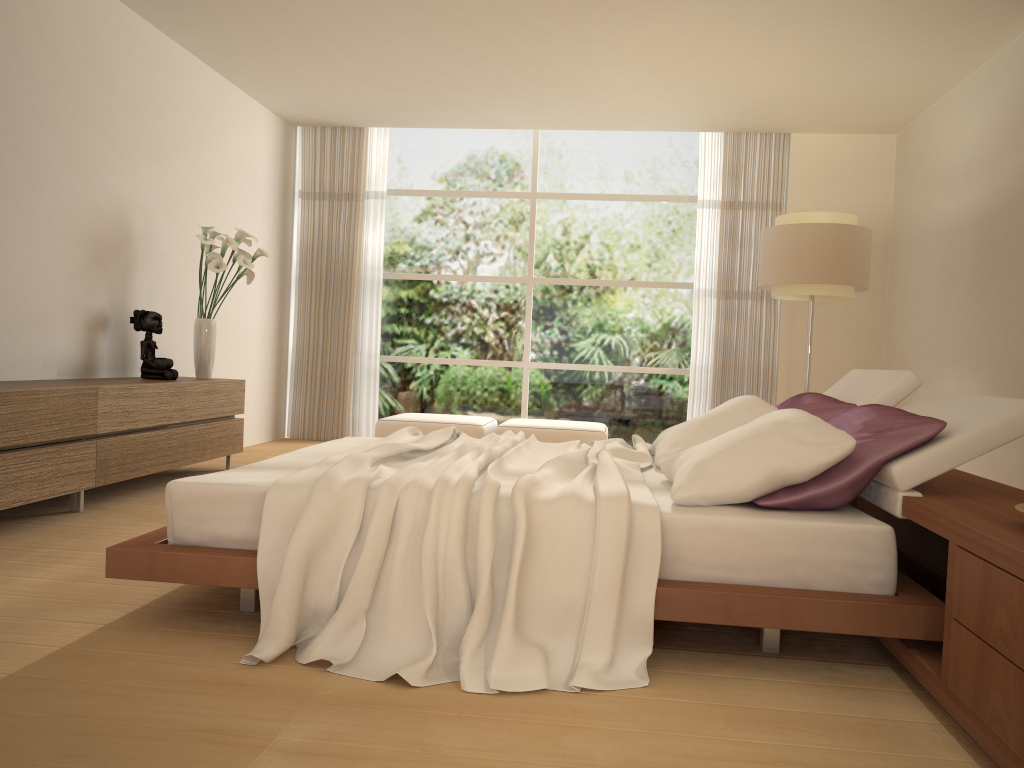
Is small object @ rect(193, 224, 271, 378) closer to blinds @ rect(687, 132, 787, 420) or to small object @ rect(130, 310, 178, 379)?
small object @ rect(130, 310, 178, 379)

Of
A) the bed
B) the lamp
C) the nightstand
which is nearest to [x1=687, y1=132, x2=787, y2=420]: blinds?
the lamp

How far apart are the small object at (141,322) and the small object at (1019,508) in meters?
5.0 m

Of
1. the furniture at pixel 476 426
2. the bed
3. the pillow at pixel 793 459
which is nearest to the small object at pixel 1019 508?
the bed

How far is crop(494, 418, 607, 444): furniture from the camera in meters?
7.4 m

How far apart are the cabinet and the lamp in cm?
383

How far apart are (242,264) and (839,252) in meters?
4.1

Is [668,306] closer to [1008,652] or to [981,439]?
[981,439]

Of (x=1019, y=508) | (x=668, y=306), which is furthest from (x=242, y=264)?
(x=1019, y=508)

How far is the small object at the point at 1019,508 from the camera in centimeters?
216cm
